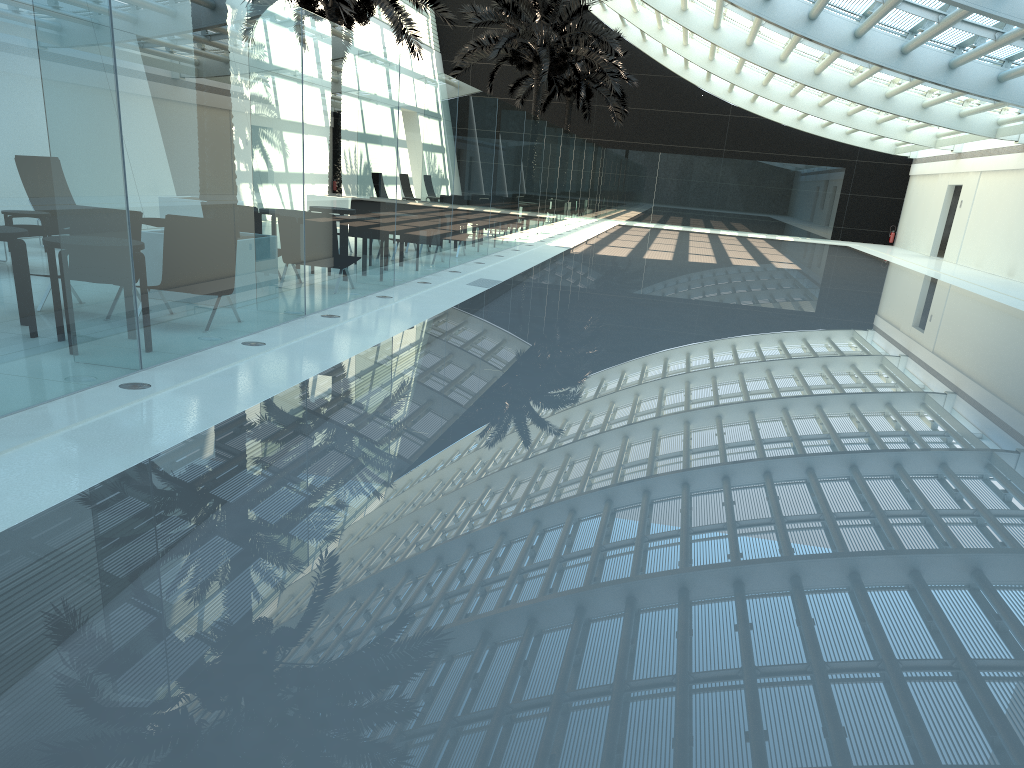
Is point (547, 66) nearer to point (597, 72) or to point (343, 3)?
point (597, 72)

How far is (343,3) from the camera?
15.7 meters

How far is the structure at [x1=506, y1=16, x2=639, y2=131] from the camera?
33.35m

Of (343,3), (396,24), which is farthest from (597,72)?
(343,3)

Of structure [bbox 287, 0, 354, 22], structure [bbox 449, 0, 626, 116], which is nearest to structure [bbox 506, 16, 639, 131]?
structure [bbox 449, 0, 626, 116]

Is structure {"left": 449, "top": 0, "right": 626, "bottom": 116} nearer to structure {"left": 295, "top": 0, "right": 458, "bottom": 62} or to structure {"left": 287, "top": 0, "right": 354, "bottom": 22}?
structure {"left": 295, "top": 0, "right": 458, "bottom": 62}

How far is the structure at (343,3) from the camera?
15.7m

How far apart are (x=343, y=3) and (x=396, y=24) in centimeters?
379cm

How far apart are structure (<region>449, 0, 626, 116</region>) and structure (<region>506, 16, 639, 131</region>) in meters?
4.0

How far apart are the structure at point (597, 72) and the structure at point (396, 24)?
11.9m
